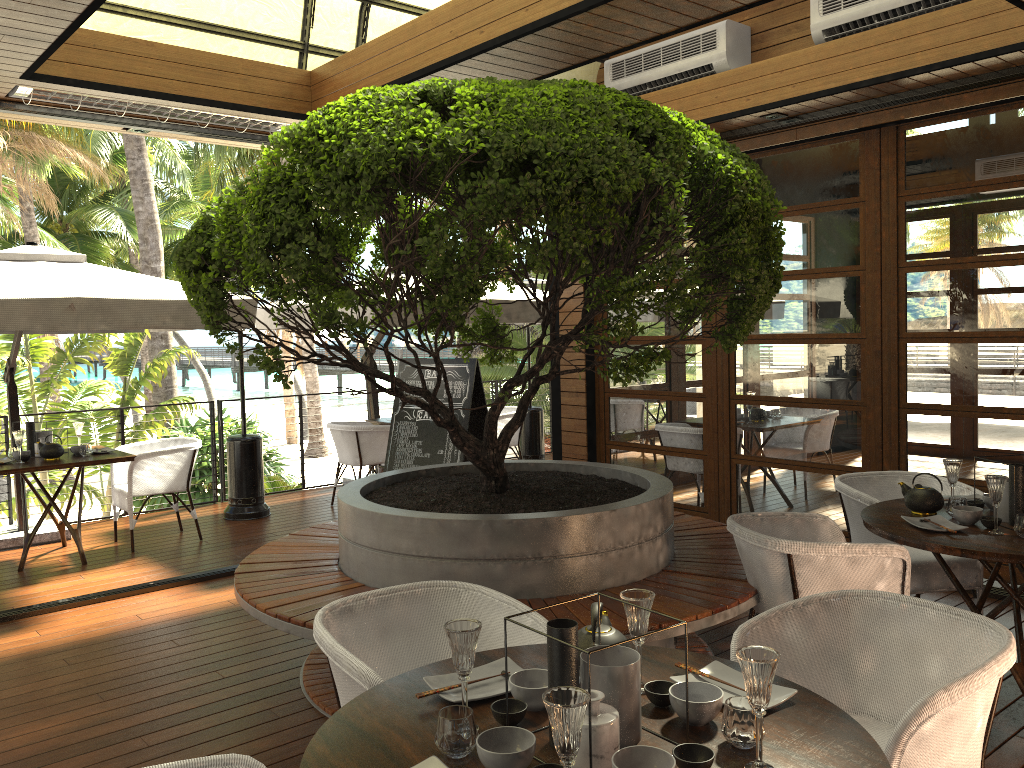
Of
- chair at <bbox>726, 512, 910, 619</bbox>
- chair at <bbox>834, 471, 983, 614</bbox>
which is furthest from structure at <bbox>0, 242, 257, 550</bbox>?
chair at <bbox>834, 471, 983, 614</bbox>

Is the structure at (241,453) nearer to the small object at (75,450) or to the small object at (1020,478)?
the small object at (75,450)

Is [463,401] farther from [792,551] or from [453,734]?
[453,734]

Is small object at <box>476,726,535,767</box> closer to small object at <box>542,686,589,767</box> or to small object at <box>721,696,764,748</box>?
small object at <box>542,686,589,767</box>

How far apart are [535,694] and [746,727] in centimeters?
46cm

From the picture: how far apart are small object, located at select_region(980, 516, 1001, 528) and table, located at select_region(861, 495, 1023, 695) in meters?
0.0

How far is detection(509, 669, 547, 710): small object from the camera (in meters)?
1.96

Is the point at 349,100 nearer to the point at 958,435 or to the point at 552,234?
the point at 552,234

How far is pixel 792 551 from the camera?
3.4 meters

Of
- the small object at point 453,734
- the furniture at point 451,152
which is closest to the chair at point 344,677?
the small object at point 453,734
